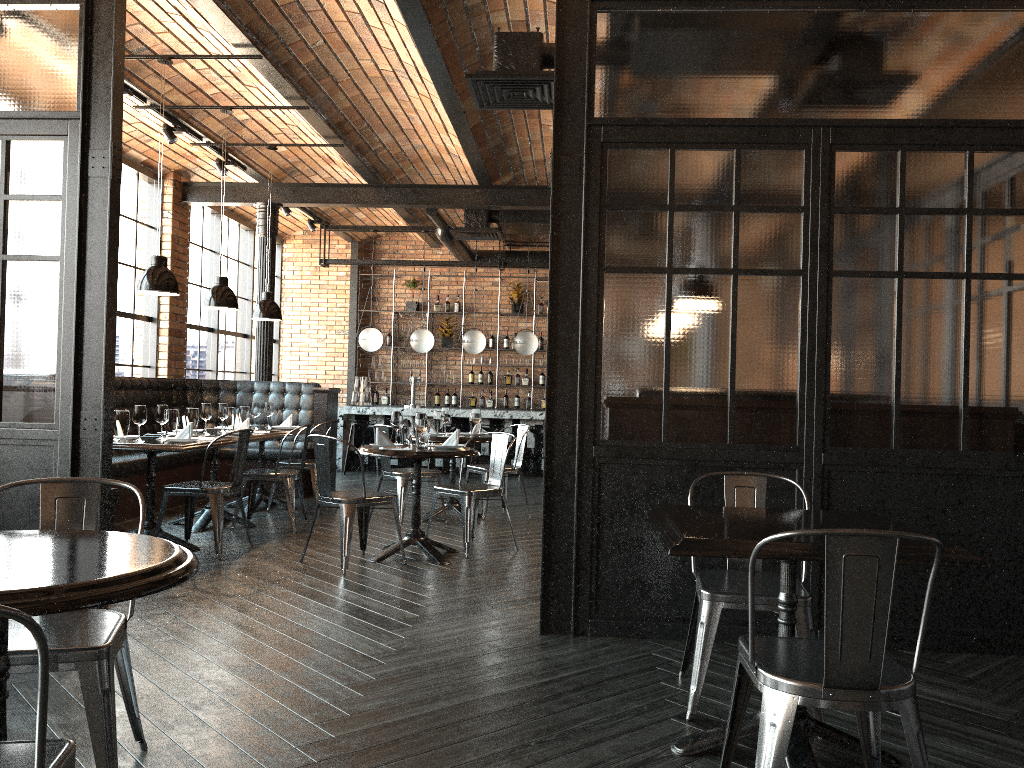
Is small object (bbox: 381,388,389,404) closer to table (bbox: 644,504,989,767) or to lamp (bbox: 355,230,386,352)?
lamp (bbox: 355,230,386,352)

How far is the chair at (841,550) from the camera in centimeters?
213cm

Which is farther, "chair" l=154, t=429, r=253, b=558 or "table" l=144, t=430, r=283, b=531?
"table" l=144, t=430, r=283, b=531

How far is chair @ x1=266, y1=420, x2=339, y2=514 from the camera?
8.1 meters

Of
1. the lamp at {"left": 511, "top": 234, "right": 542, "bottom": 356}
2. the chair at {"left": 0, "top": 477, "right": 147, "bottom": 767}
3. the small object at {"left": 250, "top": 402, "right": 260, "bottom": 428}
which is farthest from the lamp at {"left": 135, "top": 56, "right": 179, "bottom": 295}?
the lamp at {"left": 511, "top": 234, "right": 542, "bottom": 356}

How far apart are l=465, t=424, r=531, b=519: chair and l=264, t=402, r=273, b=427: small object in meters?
2.0 m

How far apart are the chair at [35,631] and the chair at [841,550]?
1.6m

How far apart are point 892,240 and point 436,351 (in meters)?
10.73

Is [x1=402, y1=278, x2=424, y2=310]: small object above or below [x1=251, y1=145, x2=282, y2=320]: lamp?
above

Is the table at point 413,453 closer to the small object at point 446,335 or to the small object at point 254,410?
the small object at point 254,410
